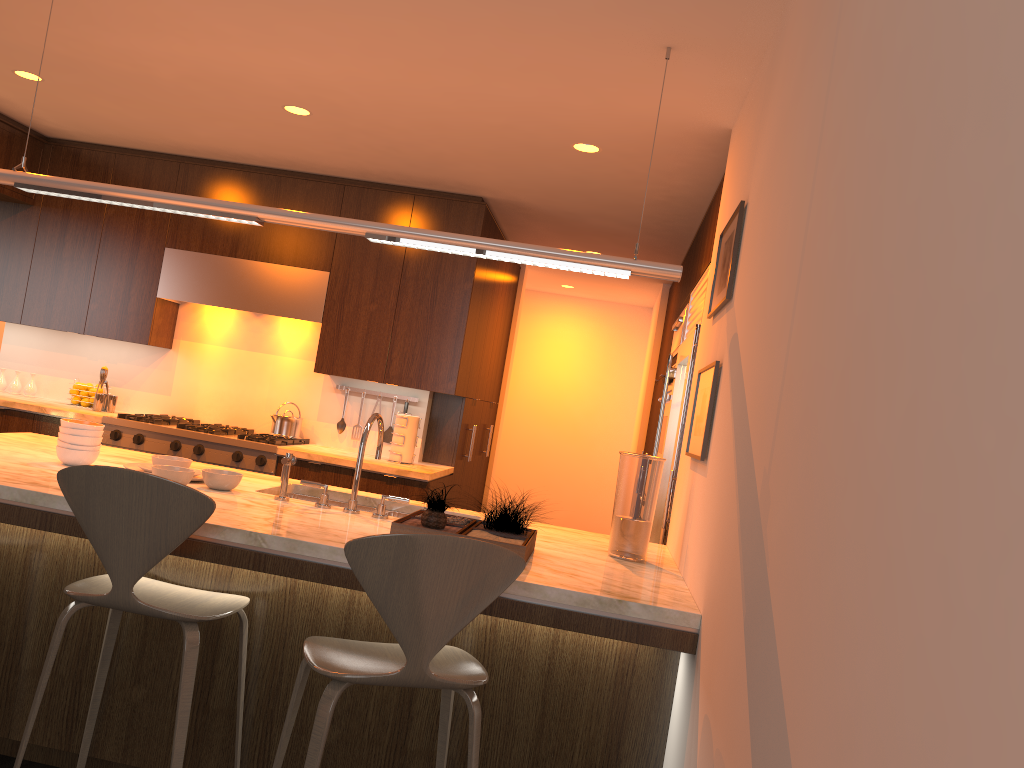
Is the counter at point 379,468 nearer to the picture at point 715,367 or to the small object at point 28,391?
the small object at point 28,391

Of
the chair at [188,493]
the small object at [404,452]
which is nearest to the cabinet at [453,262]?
the small object at [404,452]

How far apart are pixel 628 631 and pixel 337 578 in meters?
0.8

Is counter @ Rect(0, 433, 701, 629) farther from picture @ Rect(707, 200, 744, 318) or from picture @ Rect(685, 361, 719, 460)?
picture @ Rect(707, 200, 744, 318)

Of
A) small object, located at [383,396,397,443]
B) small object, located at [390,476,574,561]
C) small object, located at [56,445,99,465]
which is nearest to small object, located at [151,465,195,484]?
small object, located at [56,445,99,465]

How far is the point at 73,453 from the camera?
2.96m

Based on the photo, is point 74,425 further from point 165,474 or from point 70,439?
point 165,474

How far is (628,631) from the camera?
2.23m

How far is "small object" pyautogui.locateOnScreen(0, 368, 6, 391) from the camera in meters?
5.8 m

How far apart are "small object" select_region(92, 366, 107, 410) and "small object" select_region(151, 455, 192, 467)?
2.7 meters
